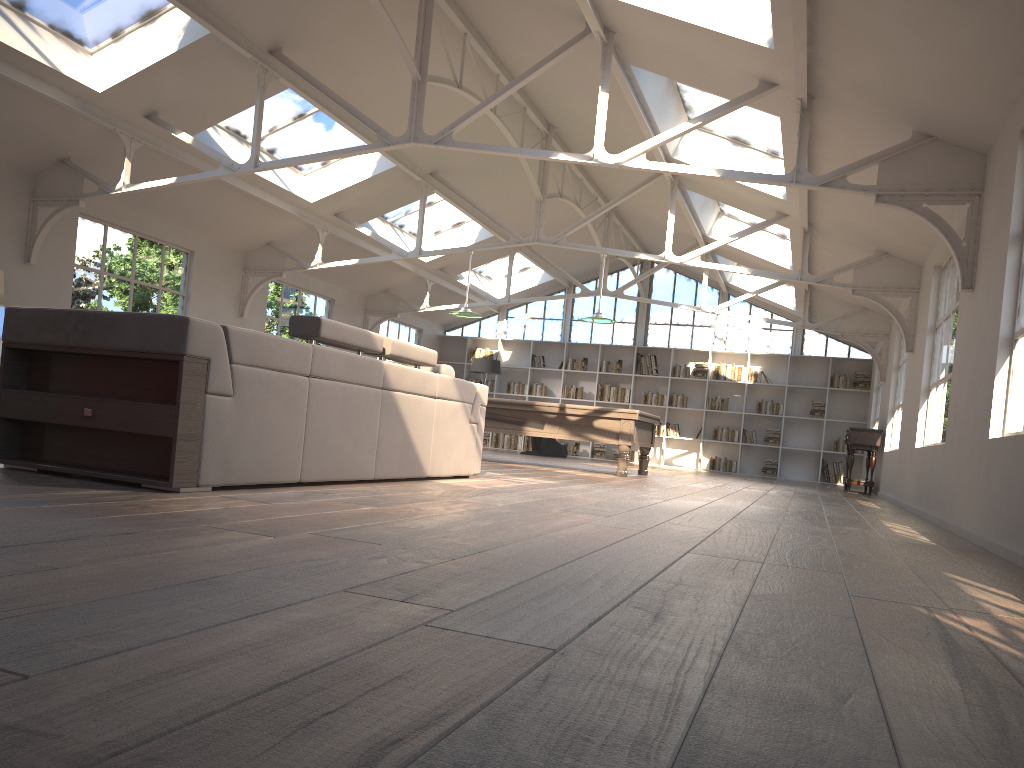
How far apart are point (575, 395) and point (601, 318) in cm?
758

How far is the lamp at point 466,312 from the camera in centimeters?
1121cm

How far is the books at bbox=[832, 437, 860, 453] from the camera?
16.5m

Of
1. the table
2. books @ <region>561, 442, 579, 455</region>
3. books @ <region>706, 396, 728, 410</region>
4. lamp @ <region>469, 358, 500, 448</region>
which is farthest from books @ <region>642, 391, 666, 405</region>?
the table

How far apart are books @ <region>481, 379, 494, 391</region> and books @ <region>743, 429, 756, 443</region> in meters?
5.3

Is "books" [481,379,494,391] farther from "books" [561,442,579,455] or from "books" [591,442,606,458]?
"books" [591,442,606,458]

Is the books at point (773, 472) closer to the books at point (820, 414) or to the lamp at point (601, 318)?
the books at point (820, 414)

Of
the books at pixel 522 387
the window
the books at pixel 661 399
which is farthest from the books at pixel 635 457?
the books at pixel 522 387

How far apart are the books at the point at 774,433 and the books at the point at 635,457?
2.6 meters

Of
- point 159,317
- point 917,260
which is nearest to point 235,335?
point 159,317
